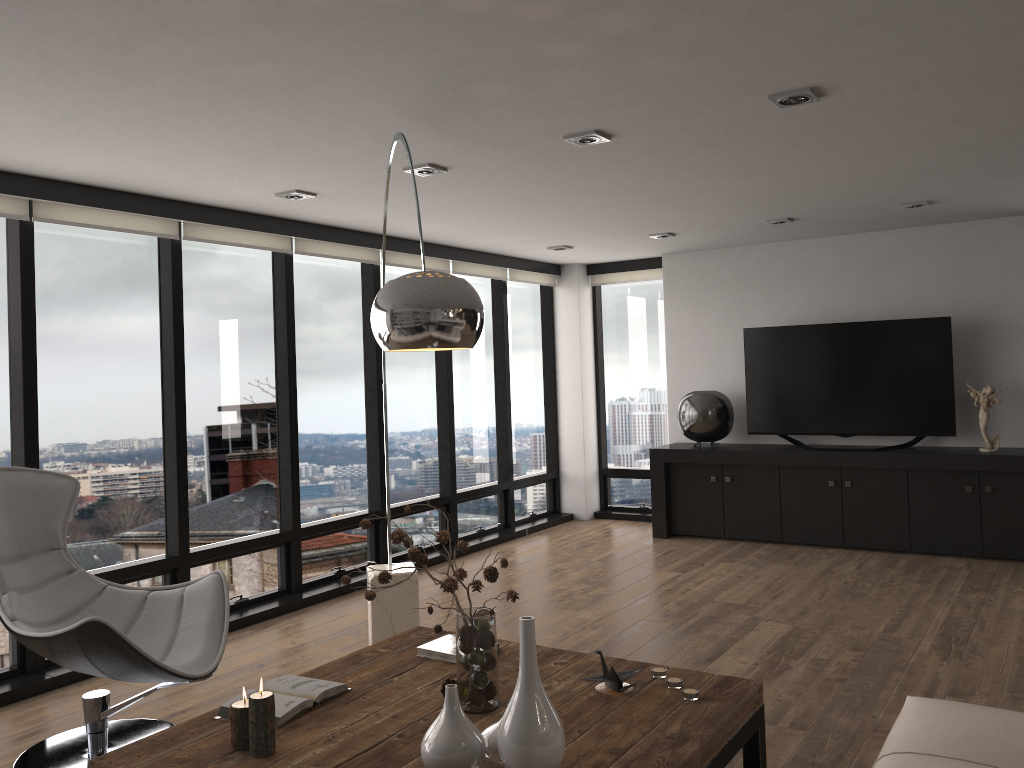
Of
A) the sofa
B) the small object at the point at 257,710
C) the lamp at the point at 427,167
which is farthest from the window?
the sofa

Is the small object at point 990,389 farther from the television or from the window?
the window

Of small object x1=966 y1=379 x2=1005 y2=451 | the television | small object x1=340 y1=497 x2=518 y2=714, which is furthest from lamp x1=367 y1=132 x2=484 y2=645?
small object x1=966 y1=379 x2=1005 y2=451

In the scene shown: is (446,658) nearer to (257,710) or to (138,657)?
(257,710)

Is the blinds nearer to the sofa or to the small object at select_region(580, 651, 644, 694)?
the small object at select_region(580, 651, 644, 694)

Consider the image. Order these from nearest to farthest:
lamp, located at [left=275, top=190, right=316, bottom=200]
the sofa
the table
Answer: the sofa < the table < lamp, located at [left=275, top=190, right=316, bottom=200]

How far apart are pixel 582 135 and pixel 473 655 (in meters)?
2.25

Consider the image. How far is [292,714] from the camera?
2.5m

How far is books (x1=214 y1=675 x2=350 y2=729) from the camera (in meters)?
2.54

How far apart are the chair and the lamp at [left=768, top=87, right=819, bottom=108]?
2.9 meters
